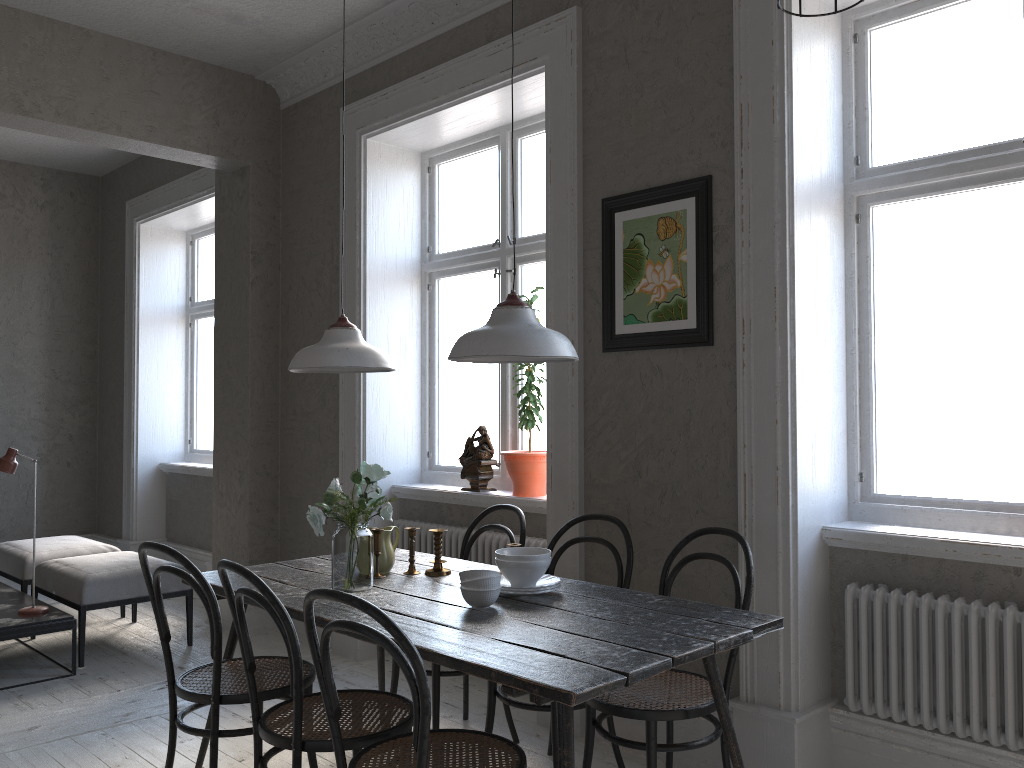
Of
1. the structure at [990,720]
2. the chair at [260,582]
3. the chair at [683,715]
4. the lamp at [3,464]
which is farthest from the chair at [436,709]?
the lamp at [3,464]

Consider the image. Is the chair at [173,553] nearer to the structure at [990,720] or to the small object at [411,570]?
the small object at [411,570]

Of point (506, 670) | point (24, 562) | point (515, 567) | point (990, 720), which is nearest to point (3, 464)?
point (24, 562)

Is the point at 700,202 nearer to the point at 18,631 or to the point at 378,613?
the point at 378,613

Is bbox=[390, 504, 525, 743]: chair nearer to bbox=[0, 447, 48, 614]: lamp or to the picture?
the picture

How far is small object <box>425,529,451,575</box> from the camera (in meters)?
3.13

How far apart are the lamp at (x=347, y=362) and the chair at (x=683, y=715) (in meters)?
1.18

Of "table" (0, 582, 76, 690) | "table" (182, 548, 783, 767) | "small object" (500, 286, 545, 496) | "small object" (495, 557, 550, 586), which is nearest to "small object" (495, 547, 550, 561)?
"small object" (495, 557, 550, 586)

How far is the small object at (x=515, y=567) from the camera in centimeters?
273cm

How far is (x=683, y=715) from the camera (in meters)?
2.53
